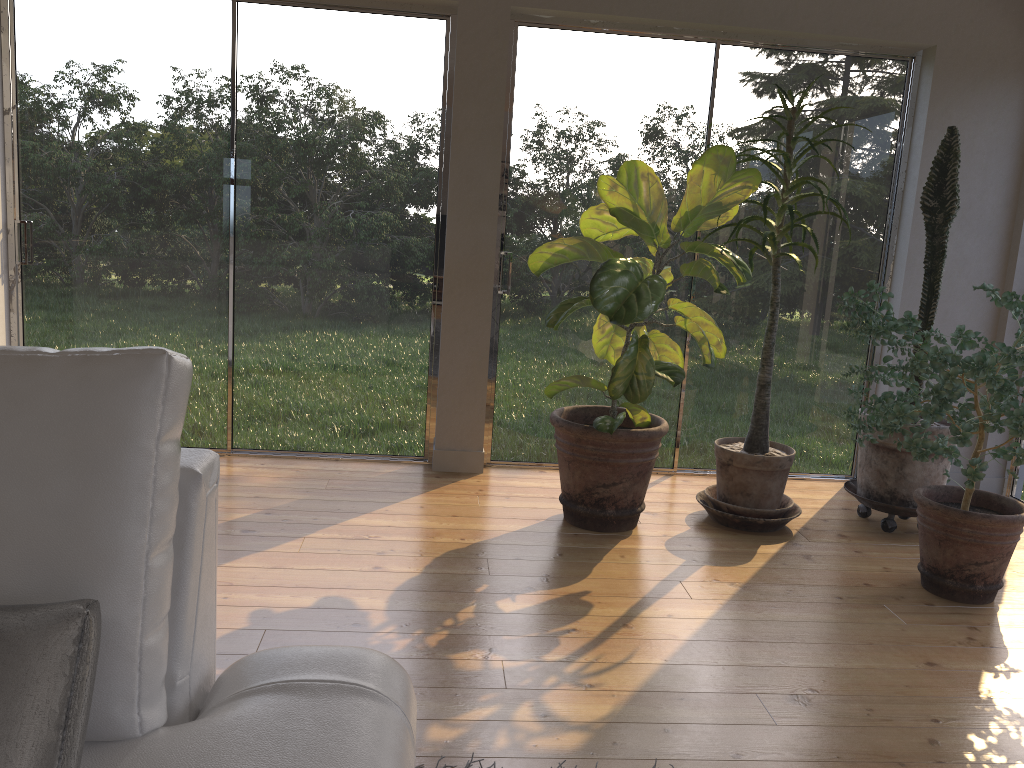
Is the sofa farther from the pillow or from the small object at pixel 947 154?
the small object at pixel 947 154

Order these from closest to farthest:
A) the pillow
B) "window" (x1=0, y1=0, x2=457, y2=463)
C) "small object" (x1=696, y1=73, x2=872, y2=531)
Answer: the pillow, "small object" (x1=696, y1=73, x2=872, y2=531), "window" (x1=0, y1=0, x2=457, y2=463)

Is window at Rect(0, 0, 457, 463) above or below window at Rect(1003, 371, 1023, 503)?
above

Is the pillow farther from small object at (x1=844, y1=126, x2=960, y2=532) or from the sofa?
small object at (x1=844, y1=126, x2=960, y2=532)

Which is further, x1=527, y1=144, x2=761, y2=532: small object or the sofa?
x1=527, y1=144, x2=761, y2=532: small object

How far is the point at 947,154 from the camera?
3.6m

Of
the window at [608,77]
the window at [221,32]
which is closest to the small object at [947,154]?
the window at [608,77]

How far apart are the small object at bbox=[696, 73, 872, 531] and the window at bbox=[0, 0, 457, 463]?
1.34m

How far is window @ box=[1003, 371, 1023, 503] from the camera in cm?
435

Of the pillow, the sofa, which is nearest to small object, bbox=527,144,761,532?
the sofa
